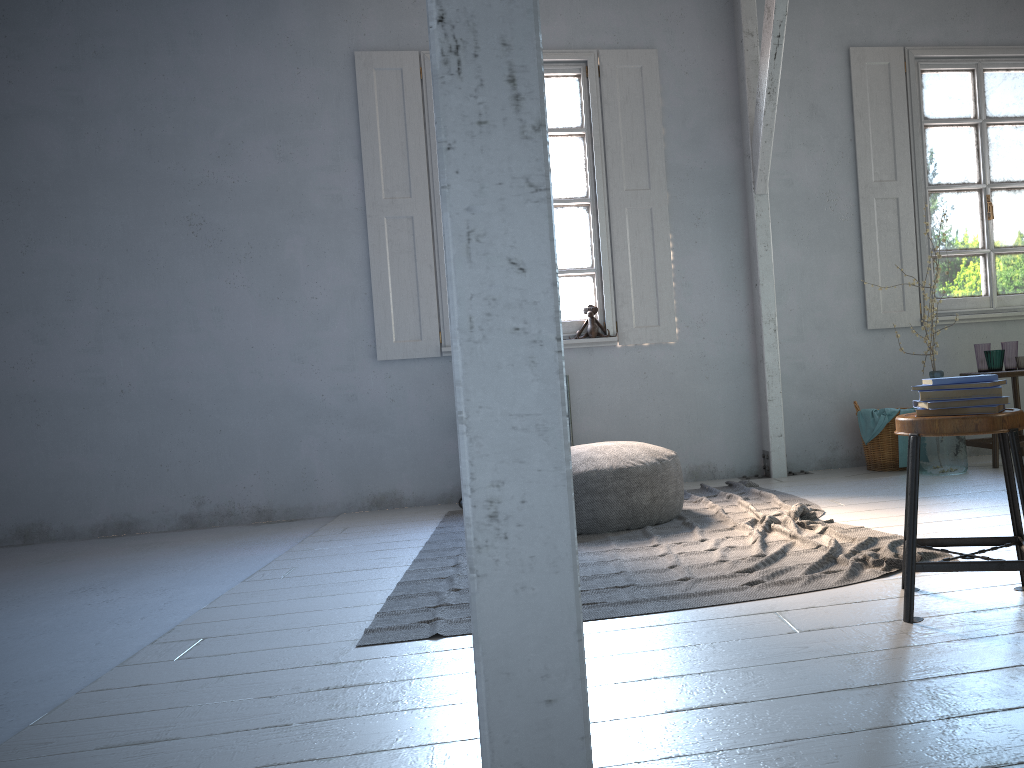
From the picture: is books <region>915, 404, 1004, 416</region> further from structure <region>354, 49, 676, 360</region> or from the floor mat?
structure <region>354, 49, 676, 360</region>

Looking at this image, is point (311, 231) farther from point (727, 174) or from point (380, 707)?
point (380, 707)

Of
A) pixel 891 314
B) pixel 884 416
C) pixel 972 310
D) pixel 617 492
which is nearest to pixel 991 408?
pixel 617 492

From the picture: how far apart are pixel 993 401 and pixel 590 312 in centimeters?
405cm

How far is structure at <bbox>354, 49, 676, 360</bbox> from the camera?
6.6 meters

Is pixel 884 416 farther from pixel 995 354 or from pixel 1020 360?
pixel 1020 360

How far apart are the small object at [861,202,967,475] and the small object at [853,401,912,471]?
0.34m

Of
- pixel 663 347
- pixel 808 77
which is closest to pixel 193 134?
pixel 663 347

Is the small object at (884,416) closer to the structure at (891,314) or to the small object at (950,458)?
the small object at (950,458)

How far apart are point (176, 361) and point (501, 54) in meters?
6.1 m
